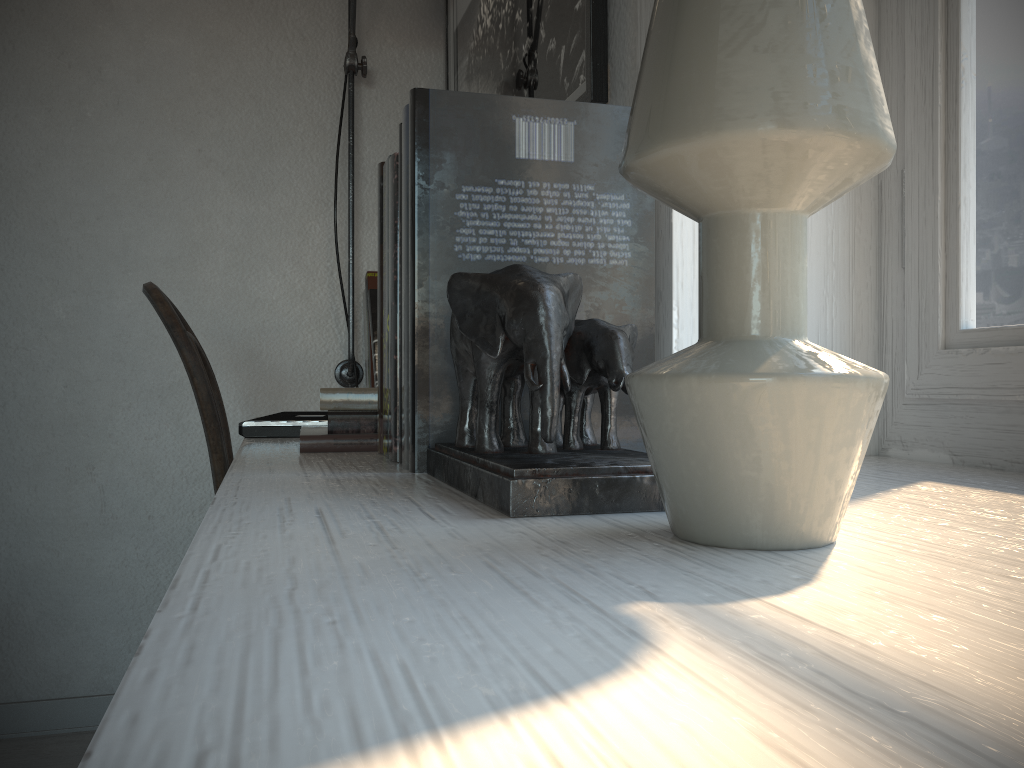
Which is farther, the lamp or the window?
the lamp

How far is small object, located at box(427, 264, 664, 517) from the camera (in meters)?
0.51

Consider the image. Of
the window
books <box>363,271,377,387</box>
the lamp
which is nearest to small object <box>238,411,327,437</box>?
books <box>363,271,377,387</box>

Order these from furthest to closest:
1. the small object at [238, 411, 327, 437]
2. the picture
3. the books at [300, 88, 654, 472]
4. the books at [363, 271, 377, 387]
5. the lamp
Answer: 1. the lamp
2. the books at [363, 271, 377, 387]
3. the small object at [238, 411, 327, 437]
4. the picture
5. the books at [300, 88, 654, 472]

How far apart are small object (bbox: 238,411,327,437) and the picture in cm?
55

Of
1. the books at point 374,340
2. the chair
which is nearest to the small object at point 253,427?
the chair

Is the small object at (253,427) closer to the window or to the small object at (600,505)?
the small object at (600,505)

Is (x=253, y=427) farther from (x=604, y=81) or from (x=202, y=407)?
(x=604, y=81)

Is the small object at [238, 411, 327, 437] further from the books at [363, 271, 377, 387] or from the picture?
the picture

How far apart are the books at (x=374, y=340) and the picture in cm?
44
